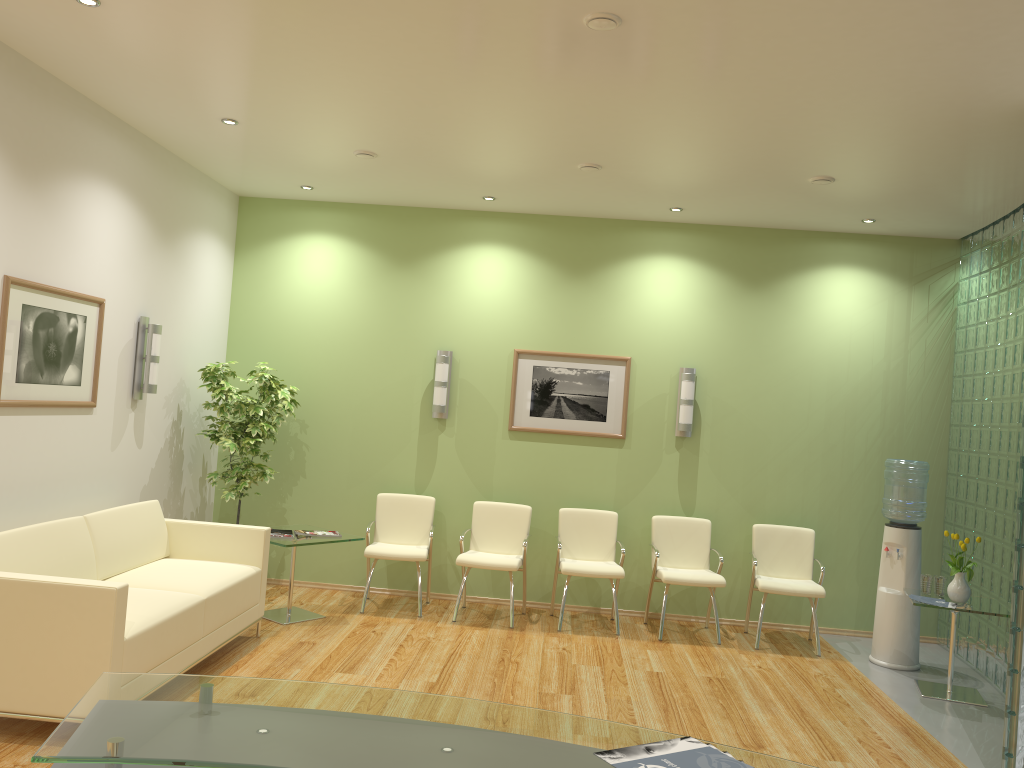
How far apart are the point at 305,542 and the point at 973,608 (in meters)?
4.48

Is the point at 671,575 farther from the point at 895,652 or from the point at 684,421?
the point at 895,652

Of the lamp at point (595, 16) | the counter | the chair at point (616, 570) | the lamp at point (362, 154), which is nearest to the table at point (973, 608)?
the chair at point (616, 570)

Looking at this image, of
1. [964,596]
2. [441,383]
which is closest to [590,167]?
[441,383]

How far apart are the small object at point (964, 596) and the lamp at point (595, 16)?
4.20m

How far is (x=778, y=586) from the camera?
6.65m

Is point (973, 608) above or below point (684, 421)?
below

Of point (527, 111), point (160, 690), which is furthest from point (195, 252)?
point (160, 690)

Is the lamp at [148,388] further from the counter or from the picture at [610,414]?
the counter

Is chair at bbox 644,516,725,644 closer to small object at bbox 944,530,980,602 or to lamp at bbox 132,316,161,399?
small object at bbox 944,530,980,602
